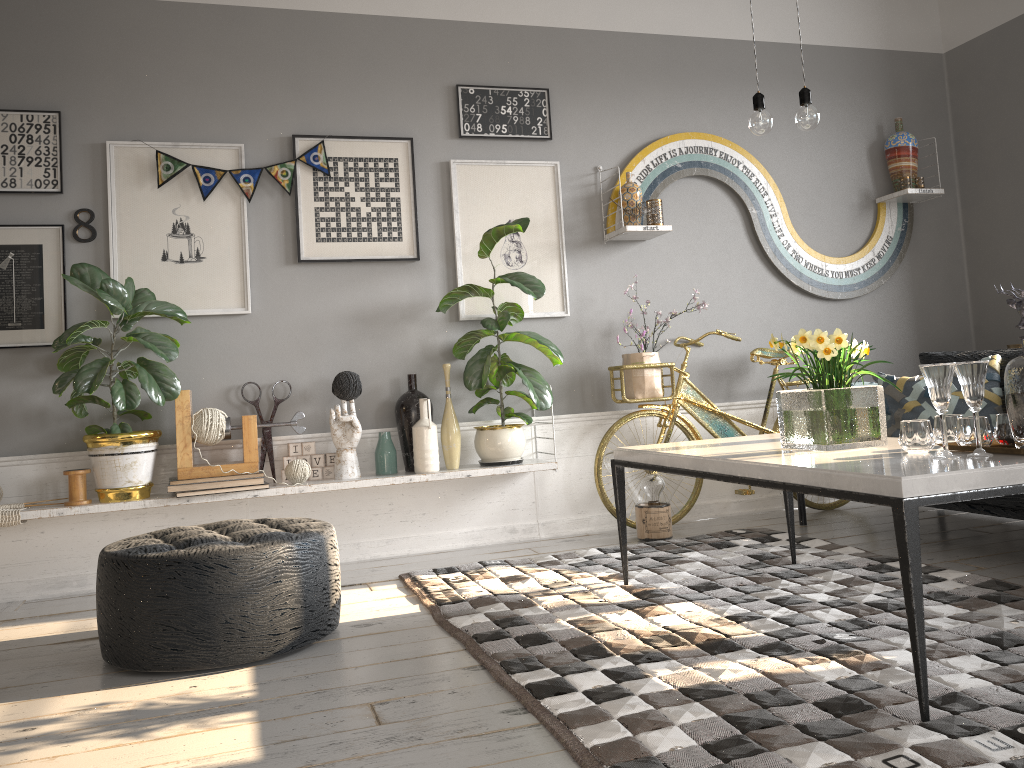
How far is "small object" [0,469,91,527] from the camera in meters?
3.5

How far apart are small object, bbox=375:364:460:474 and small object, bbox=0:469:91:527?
1.20m

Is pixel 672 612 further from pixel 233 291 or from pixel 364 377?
pixel 233 291

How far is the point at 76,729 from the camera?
2.1m

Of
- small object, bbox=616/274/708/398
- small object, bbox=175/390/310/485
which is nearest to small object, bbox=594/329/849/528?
small object, bbox=616/274/708/398

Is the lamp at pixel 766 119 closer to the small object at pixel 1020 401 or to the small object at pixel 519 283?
the small object at pixel 1020 401

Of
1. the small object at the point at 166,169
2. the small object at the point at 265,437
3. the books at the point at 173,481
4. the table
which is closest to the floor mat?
the table

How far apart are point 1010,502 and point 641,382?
1.7 meters

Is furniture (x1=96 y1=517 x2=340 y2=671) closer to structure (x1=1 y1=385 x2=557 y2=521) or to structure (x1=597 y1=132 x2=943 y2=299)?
structure (x1=1 y1=385 x2=557 y2=521)

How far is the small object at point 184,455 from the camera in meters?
3.7
